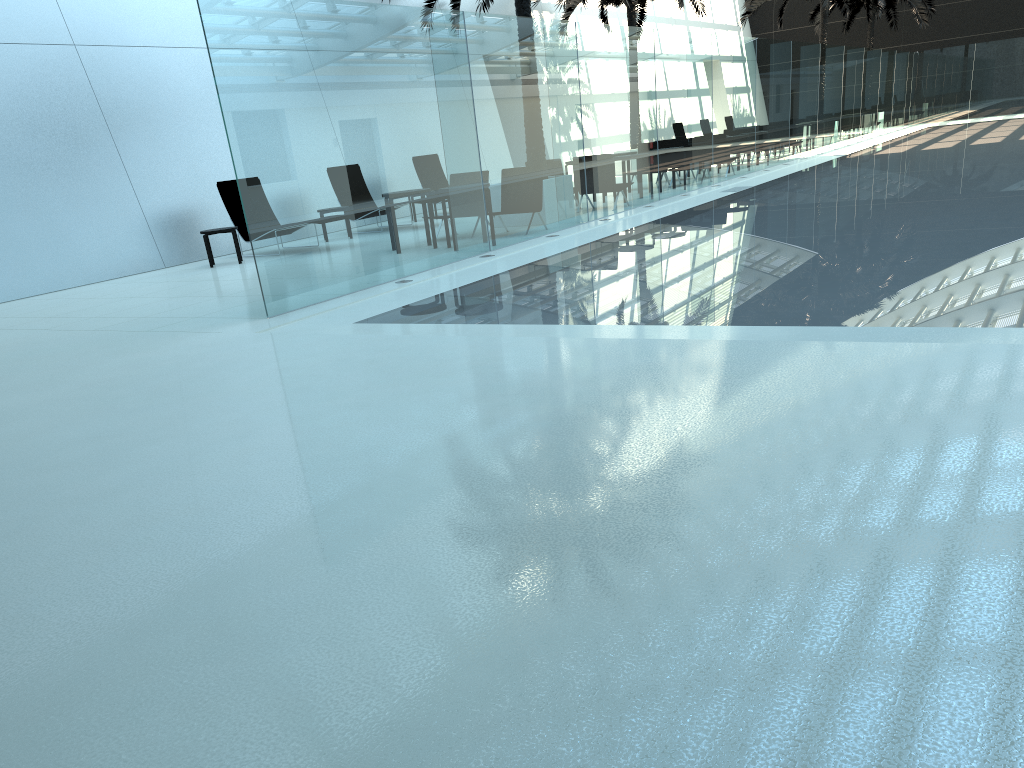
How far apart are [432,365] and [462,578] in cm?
311

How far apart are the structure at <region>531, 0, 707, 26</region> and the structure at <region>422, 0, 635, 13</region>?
5.2m

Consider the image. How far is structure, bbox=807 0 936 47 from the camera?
33.7 meters

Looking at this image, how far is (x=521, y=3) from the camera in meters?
14.0

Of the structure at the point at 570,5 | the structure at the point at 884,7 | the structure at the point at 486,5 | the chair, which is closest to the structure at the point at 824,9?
the structure at the point at 884,7

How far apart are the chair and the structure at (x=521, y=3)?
5.52m

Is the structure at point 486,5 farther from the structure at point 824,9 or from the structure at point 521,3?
the structure at point 824,9

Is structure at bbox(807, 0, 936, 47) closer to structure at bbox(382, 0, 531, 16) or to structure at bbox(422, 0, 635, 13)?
structure at bbox(422, 0, 635, 13)

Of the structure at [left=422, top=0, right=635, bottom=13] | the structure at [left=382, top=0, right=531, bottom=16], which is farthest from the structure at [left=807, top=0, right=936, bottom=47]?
the structure at [left=382, top=0, right=531, bottom=16]

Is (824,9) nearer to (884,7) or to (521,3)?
(884,7)
